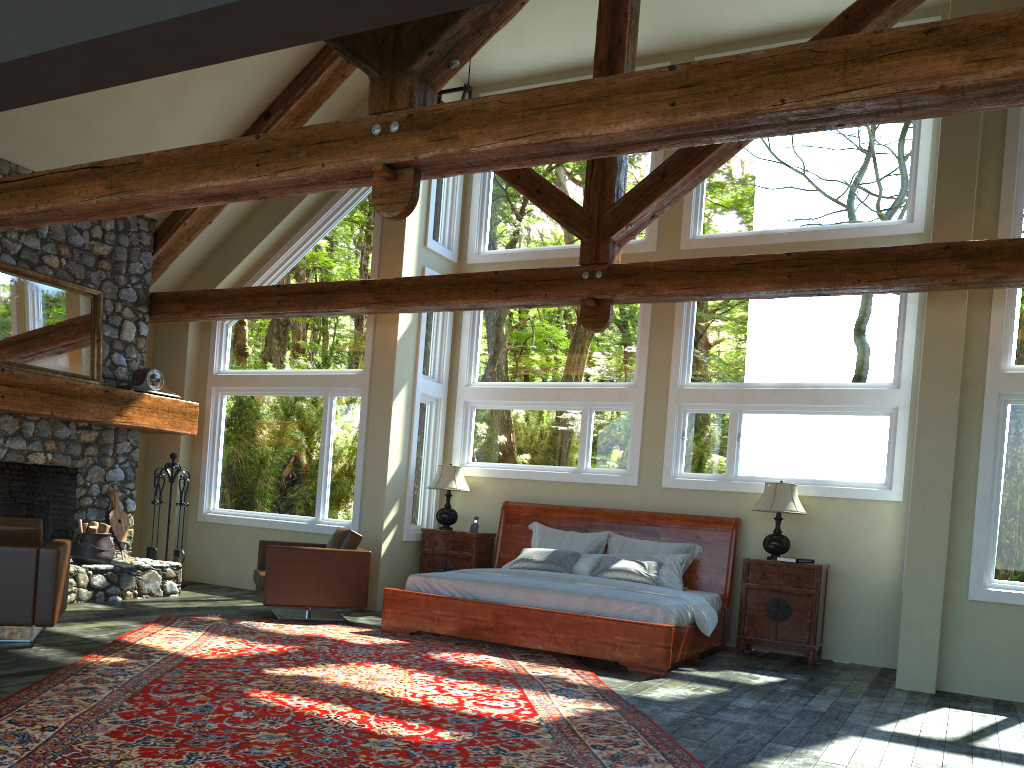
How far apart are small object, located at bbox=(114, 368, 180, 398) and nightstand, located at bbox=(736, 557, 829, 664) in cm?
645

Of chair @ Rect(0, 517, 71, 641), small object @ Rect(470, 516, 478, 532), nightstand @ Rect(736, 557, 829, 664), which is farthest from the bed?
chair @ Rect(0, 517, 71, 641)

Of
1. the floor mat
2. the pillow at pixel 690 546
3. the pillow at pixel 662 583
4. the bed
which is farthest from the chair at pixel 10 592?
the pillow at pixel 690 546

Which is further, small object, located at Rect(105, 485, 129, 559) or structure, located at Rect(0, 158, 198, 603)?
small object, located at Rect(105, 485, 129, 559)

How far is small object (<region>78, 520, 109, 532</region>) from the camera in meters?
8.7 m

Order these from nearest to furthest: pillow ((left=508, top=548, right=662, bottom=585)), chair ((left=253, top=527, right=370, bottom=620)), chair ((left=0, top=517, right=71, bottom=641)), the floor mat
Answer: the floor mat, chair ((left=0, top=517, right=71, bottom=641)), chair ((left=253, top=527, right=370, bottom=620)), pillow ((left=508, top=548, right=662, bottom=585))

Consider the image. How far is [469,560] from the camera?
9.7 meters

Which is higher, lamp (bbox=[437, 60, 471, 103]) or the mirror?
lamp (bbox=[437, 60, 471, 103])

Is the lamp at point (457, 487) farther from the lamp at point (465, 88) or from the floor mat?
the lamp at point (465, 88)

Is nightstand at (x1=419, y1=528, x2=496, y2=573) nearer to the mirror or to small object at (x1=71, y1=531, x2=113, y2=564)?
small object at (x1=71, y1=531, x2=113, y2=564)
